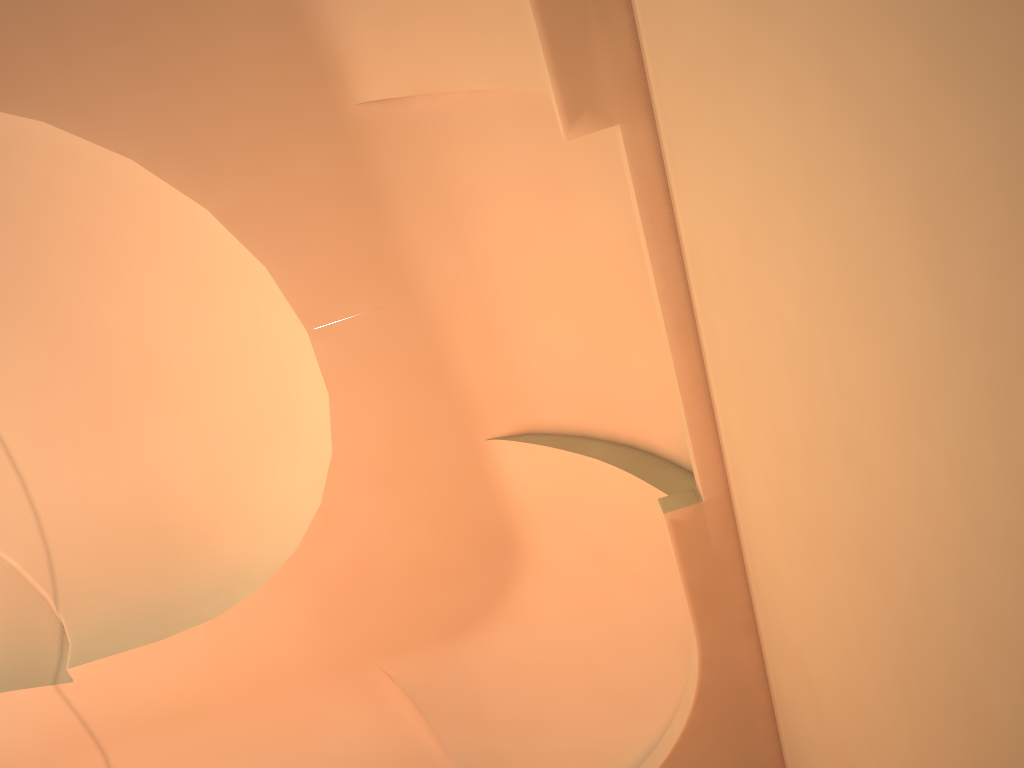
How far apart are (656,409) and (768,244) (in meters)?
2.85

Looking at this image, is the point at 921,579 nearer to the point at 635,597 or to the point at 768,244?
the point at 768,244

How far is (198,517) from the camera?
7.8 meters
